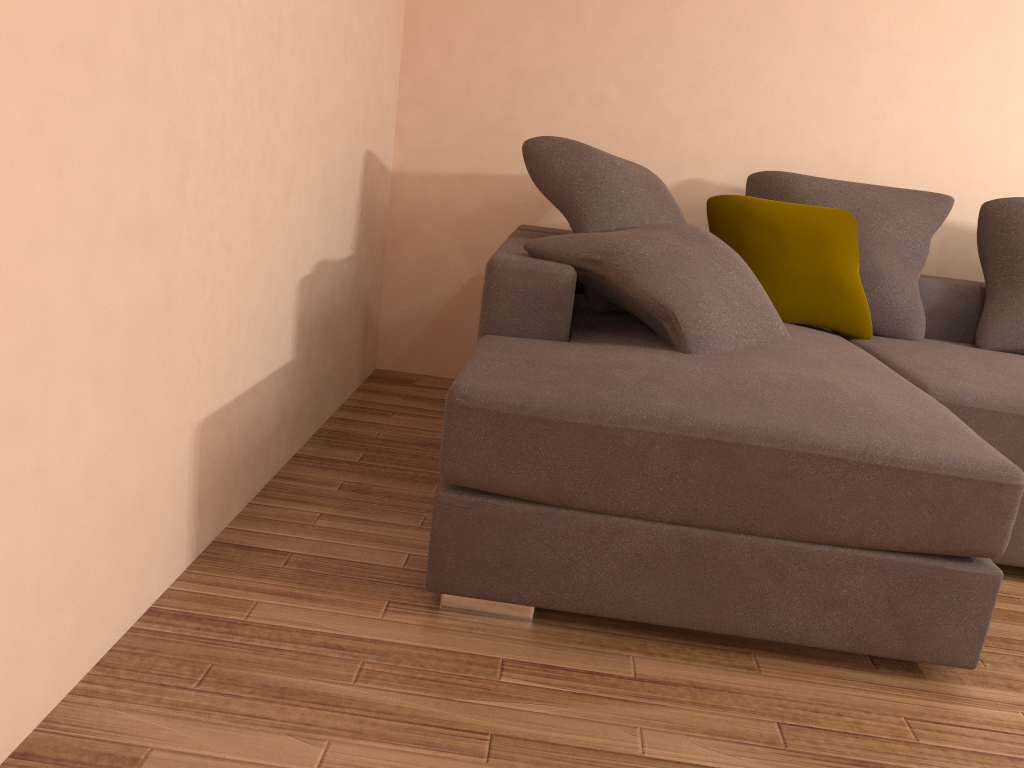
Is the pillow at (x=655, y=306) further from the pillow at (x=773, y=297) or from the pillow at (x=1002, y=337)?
the pillow at (x=1002, y=337)

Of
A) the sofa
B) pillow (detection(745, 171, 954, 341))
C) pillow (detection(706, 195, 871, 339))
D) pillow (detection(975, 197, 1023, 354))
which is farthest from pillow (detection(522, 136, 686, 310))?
pillow (detection(975, 197, 1023, 354))

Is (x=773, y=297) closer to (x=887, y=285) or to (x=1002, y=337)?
(x=887, y=285)

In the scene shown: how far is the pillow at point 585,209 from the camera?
2.95m

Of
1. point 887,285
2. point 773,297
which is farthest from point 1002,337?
point 773,297

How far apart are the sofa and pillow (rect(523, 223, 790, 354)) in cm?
2

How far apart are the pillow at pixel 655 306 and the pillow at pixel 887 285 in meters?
0.7

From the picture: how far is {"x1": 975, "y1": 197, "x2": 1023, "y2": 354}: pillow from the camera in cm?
318

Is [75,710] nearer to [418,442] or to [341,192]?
[418,442]

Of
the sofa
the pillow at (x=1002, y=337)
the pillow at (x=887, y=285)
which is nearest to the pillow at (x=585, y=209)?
the sofa
